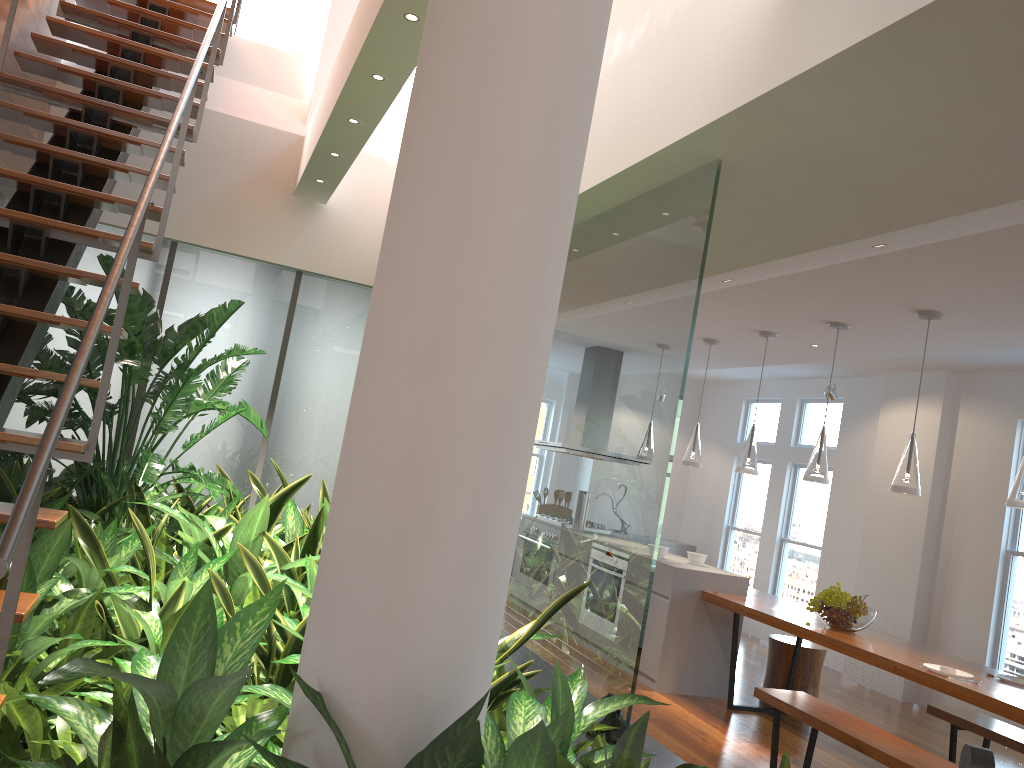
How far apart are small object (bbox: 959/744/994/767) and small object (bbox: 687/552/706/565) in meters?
4.6 m

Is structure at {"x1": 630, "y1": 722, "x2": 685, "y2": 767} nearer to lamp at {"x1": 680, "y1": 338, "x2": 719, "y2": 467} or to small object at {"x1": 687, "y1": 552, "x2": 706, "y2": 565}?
small object at {"x1": 687, "y1": 552, "x2": 706, "y2": 565}

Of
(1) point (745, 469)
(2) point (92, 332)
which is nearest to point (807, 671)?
(1) point (745, 469)

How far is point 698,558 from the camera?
6.4m

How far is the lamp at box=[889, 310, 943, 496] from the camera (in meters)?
4.66

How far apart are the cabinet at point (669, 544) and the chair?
4.1m

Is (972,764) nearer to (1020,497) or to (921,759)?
(921,759)

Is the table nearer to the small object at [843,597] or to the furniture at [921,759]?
the small object at [843,597]

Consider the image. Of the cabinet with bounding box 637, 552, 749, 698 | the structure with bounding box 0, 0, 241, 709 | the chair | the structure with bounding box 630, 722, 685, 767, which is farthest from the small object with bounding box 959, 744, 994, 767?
the chair

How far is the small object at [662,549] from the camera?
6.4m
